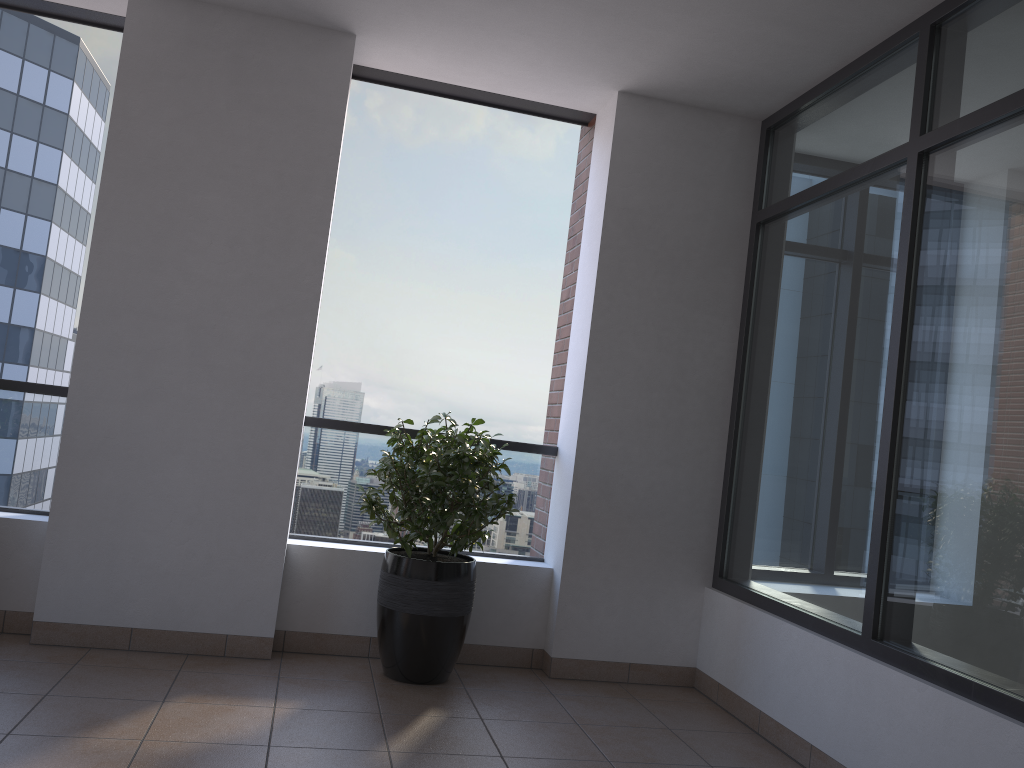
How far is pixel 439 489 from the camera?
3.8m

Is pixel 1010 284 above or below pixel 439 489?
above

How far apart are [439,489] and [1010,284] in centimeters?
226cm

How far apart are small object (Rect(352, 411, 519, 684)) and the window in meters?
1.1

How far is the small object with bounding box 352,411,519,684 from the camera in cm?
379

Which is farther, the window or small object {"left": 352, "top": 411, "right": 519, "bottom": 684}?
small object {"left": 352, "top": 411, "right": 519, "bottom": 684}

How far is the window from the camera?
2.79m

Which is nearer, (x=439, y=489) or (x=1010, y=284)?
(x=1010, y=284)
